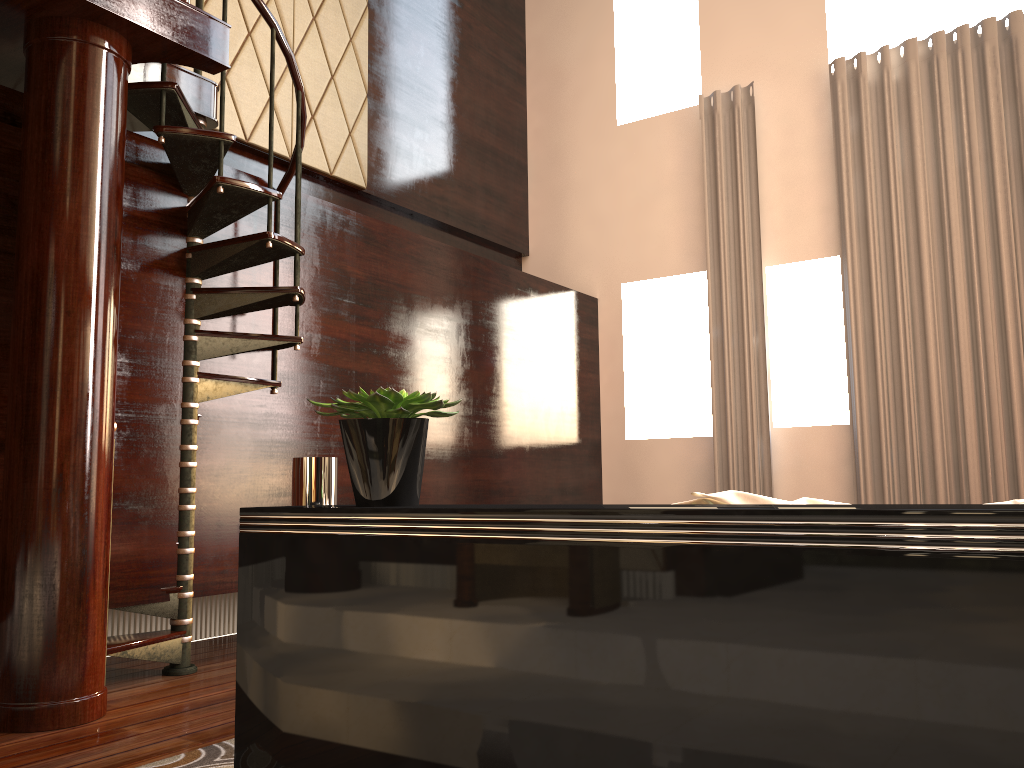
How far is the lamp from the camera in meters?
1.9

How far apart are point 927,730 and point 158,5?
3.1 meters

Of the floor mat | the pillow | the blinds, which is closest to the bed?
the pillow

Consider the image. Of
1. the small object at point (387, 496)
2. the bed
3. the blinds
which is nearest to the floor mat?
the bed

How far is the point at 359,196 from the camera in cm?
542

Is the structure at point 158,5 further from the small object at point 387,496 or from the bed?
the small object at point 387,496

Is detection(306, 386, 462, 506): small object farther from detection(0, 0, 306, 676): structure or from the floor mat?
detection(0, 0, 306, 676): structure

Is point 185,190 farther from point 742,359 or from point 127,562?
point 742,359

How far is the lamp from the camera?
1.9 meters

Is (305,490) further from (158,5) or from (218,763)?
(158,5)
